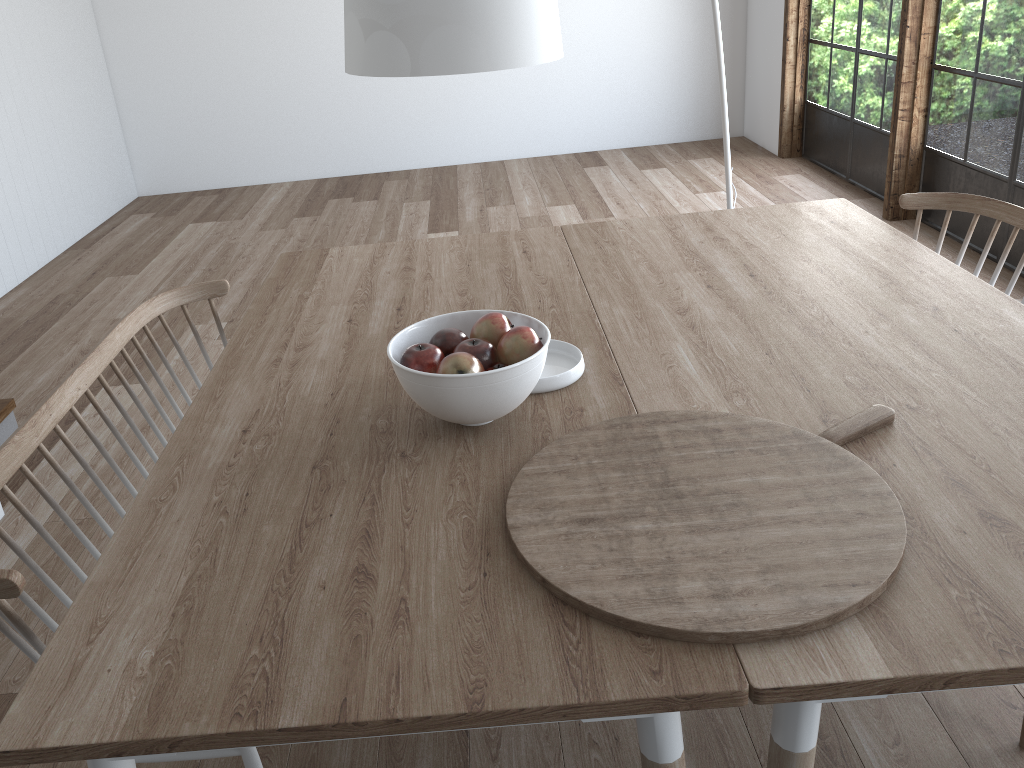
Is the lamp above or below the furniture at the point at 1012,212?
above

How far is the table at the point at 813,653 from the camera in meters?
1.1 m

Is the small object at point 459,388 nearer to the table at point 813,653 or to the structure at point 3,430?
the table at point 813,653

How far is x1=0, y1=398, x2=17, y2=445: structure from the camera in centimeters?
332cm

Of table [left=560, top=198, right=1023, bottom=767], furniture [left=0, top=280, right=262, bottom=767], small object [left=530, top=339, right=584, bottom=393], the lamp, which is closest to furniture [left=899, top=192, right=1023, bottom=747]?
table [left=560, top=198, right=1023, bottom=767]

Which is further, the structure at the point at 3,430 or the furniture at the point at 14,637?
the structure at the point at 3,430

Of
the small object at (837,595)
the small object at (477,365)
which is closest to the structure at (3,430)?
the small object at (477,365)

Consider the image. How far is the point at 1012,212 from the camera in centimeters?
251cm

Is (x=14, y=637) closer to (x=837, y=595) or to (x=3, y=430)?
(x=837, y=595)

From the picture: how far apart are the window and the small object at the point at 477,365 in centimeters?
341cm
